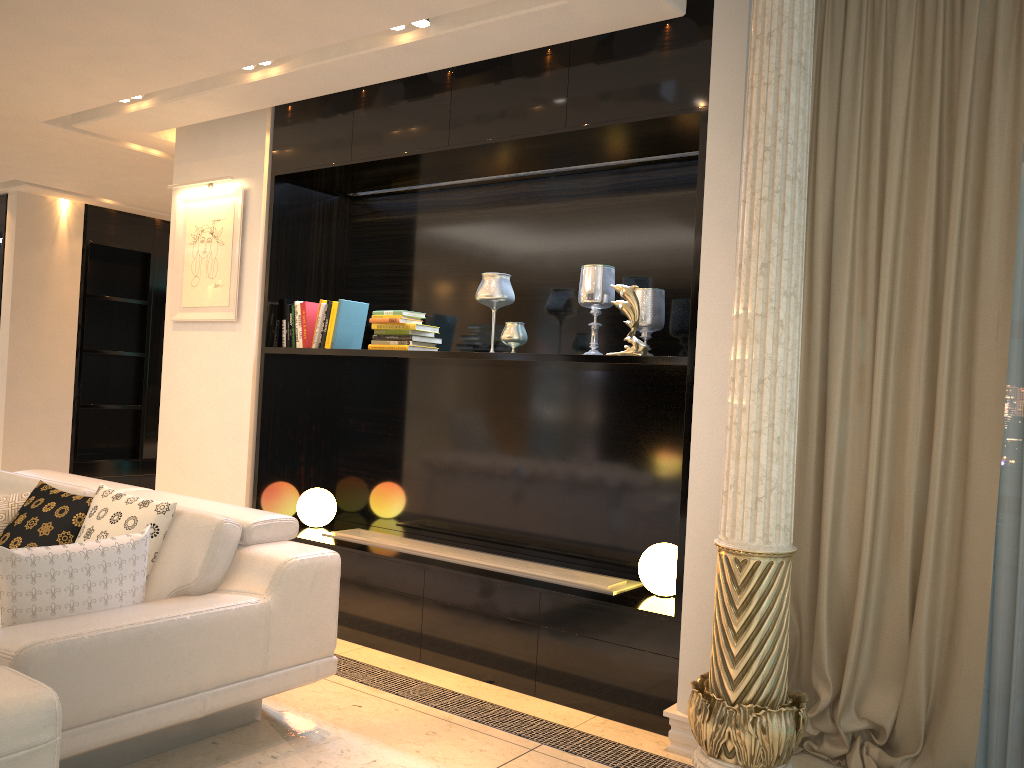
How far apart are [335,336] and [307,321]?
0.2m

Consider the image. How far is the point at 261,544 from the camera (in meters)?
3.17

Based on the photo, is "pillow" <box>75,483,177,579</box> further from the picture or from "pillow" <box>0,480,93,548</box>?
the picture

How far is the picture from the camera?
4.8m

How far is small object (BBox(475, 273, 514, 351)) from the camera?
4.07m

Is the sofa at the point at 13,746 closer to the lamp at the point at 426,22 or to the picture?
the lamp at the point at 426,22

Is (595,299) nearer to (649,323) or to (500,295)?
(649,323)

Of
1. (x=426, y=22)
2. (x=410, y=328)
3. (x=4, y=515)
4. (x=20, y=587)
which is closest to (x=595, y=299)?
(x=410, y=328)

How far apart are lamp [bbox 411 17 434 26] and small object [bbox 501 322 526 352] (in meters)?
1.32

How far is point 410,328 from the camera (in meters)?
4.27
